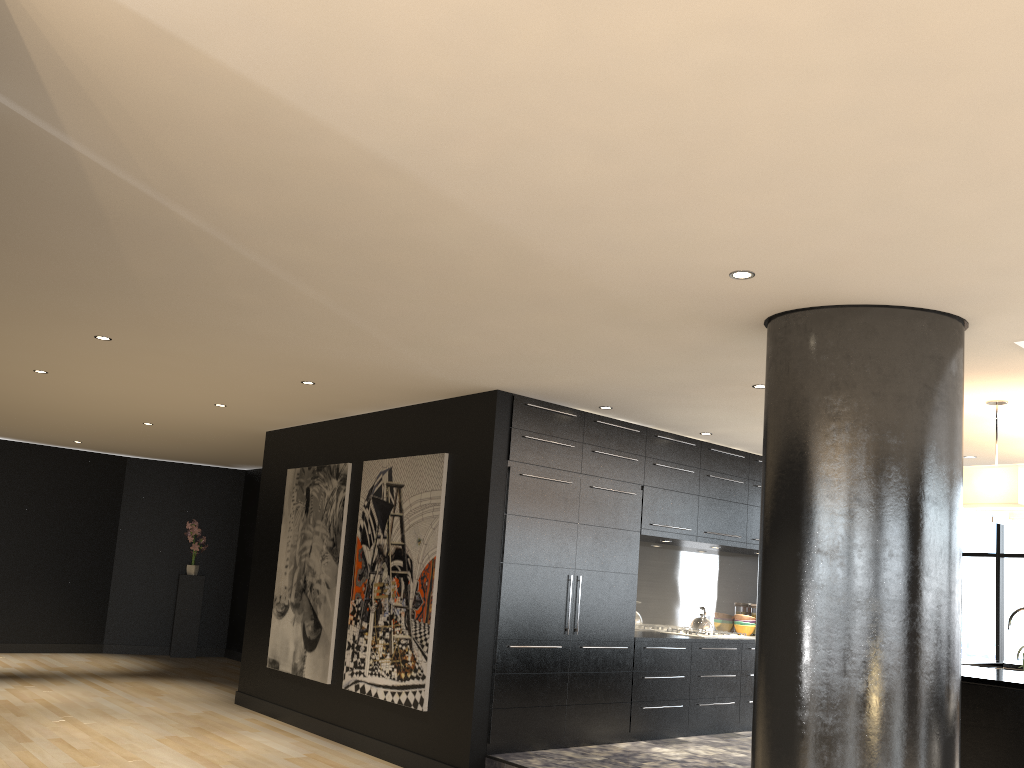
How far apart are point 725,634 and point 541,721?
2.4 meters

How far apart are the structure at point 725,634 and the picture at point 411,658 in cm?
286

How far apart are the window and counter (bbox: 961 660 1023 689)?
2.70m

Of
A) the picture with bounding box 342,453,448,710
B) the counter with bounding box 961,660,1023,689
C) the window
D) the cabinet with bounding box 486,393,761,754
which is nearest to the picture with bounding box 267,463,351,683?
the picture with bounding box 342,453,448,710

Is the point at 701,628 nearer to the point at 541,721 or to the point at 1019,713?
the point at 541,721

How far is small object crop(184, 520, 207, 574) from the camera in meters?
12.3 m

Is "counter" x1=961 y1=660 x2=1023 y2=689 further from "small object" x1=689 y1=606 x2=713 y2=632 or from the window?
the window

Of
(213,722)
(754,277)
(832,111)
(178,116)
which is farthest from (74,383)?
(832,111)

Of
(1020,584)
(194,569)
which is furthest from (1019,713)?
(194,569)

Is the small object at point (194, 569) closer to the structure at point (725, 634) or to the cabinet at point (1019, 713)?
the structure at point (725, 634)
